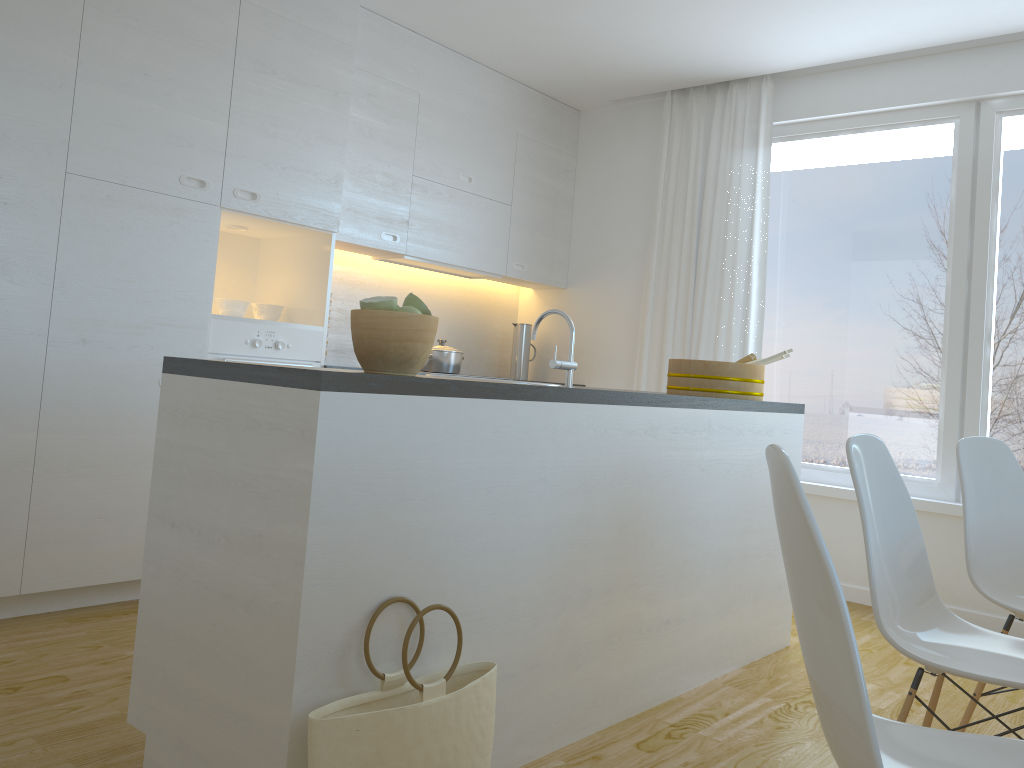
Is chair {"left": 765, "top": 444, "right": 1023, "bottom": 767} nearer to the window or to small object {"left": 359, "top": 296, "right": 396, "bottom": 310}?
small object {"left": 359, "top": 296, "right": 396, "bottom": 310}

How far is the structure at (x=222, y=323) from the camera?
3.6 meters

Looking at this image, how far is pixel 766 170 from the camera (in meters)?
4.76

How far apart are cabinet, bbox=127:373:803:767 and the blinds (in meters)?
1.27

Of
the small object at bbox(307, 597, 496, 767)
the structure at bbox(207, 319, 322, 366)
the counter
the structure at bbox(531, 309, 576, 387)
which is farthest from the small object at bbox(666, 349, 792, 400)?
the small object at bbox(307, 597, 496, 767)

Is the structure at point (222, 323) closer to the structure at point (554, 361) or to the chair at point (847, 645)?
the structure at point (554, 361)

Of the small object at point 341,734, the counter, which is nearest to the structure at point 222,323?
the counter

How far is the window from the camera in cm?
413

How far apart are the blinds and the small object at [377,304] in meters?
3.1

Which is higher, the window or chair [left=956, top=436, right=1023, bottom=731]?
the window
